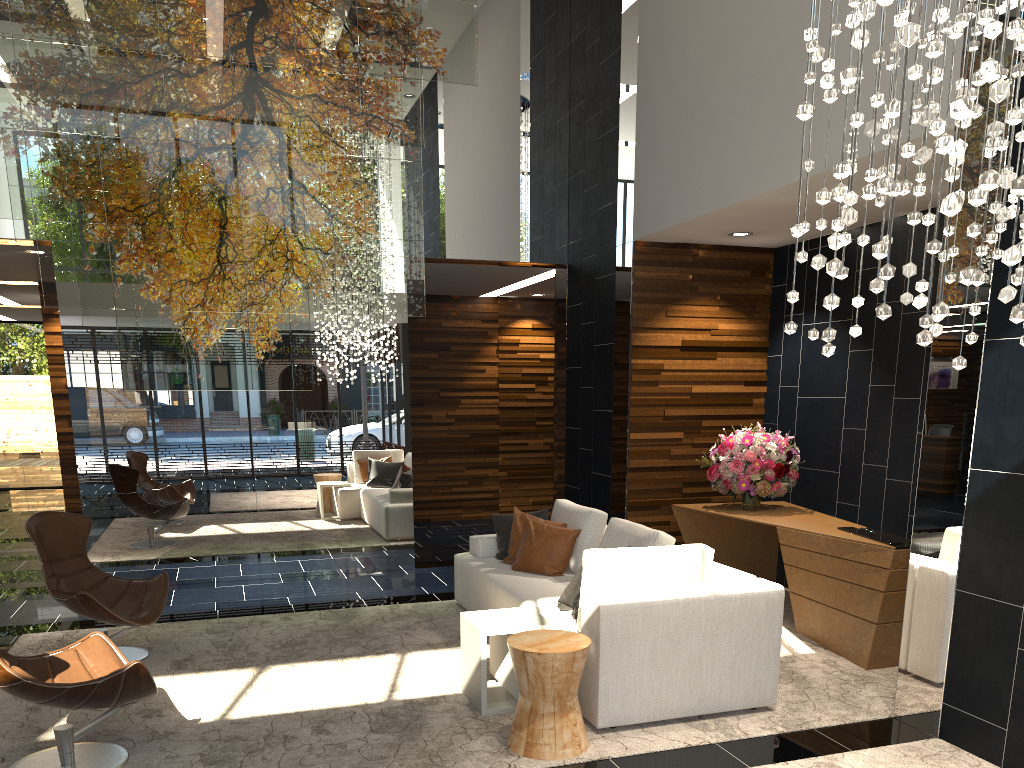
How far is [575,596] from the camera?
4.75m

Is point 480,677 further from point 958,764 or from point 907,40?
point 907,40

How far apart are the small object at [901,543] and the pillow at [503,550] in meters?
2.1

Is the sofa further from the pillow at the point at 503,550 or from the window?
Result: the window

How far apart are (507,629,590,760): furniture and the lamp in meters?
1.7 m

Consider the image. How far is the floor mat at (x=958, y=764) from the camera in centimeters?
368cm

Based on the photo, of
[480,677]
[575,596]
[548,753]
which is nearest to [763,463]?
[575,596]

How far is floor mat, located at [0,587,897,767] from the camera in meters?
3.8

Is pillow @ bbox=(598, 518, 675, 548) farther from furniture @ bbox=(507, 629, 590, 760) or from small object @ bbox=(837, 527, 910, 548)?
small object @ bbox=(837, 527, 910, 548)

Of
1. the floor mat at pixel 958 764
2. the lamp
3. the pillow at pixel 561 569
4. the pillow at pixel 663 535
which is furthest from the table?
the lamp
